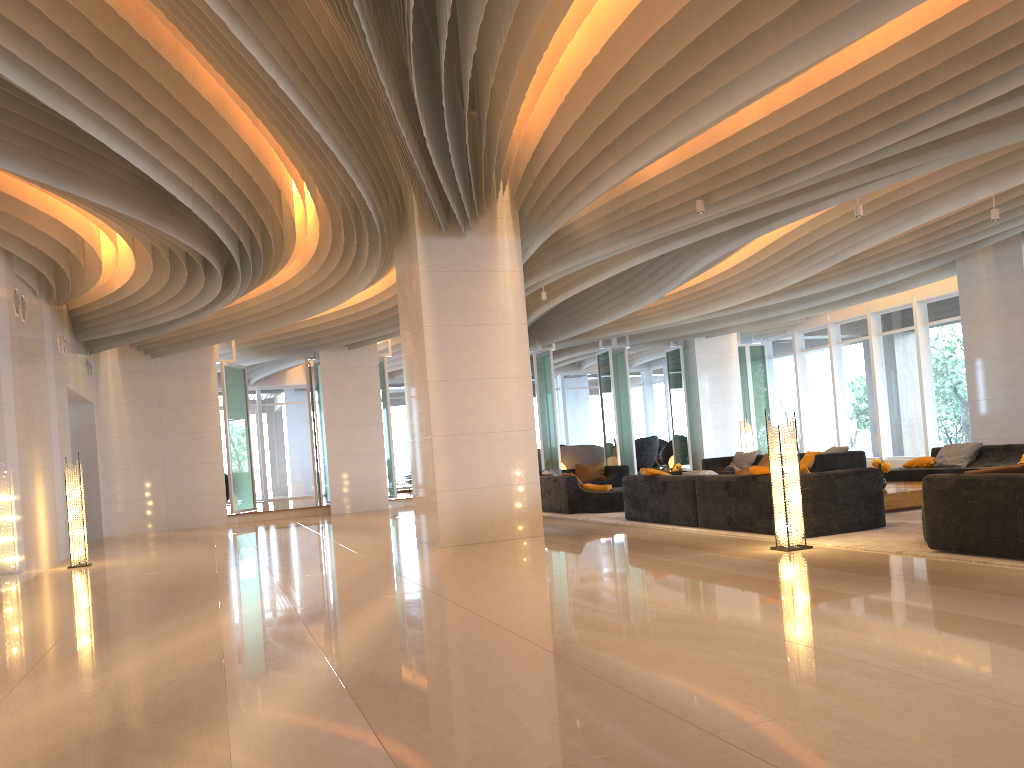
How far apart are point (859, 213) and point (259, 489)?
19.8m

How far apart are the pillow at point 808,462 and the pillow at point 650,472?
5.4m

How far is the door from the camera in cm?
2575

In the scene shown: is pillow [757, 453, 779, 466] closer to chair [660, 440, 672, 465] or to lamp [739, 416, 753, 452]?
lamp [739, 416, 753, 452]

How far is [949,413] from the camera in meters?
18.2

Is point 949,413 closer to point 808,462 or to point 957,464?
point 808,462

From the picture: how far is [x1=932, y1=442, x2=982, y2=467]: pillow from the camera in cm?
1212

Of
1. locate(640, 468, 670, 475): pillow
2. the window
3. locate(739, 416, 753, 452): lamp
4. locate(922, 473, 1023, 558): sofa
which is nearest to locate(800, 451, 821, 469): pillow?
locate(739, 416, 753, 452): lamp

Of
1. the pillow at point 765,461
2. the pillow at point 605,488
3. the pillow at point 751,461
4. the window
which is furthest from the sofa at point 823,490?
the window

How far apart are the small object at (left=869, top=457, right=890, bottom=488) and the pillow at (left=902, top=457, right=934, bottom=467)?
2.4 meters
